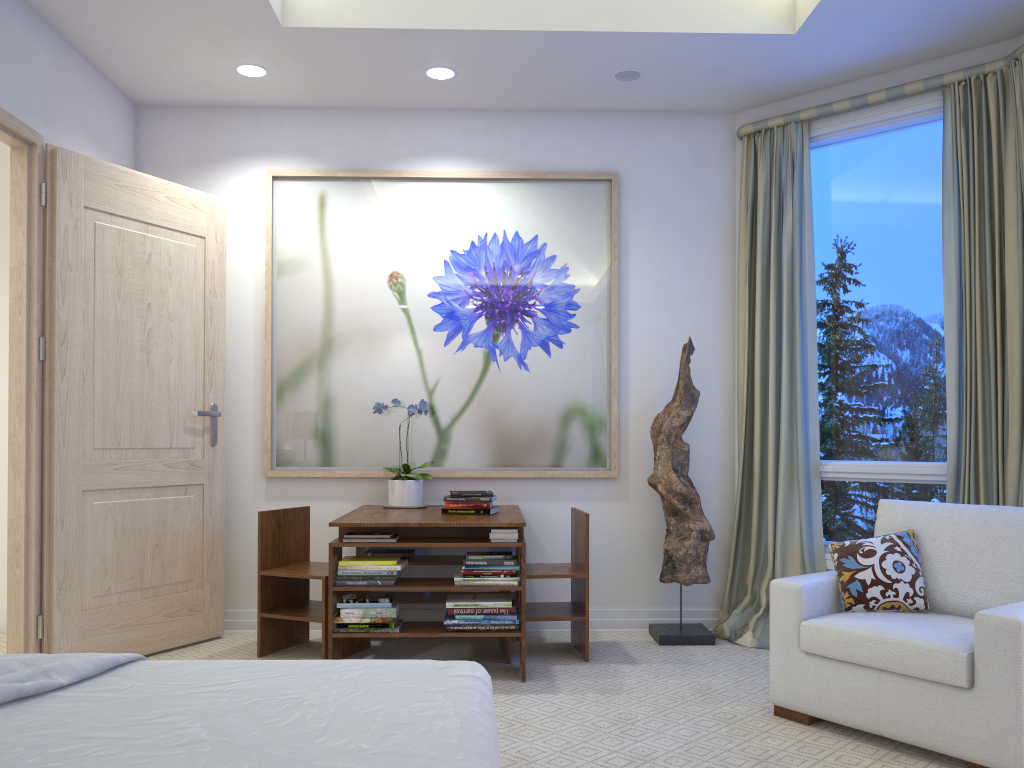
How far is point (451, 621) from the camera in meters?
3.3

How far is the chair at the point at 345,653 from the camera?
3.7m

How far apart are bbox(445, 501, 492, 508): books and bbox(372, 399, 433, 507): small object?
0.4 meters

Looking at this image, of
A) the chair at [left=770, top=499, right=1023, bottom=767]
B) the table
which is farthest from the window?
the table

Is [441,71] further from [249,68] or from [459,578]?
[459,578]

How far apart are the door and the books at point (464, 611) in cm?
129

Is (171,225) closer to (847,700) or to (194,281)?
(194,281)

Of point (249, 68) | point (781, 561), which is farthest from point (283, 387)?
point (781, 561)

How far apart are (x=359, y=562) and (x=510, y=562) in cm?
57

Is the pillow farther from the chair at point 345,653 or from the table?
the chair at point 345,653
